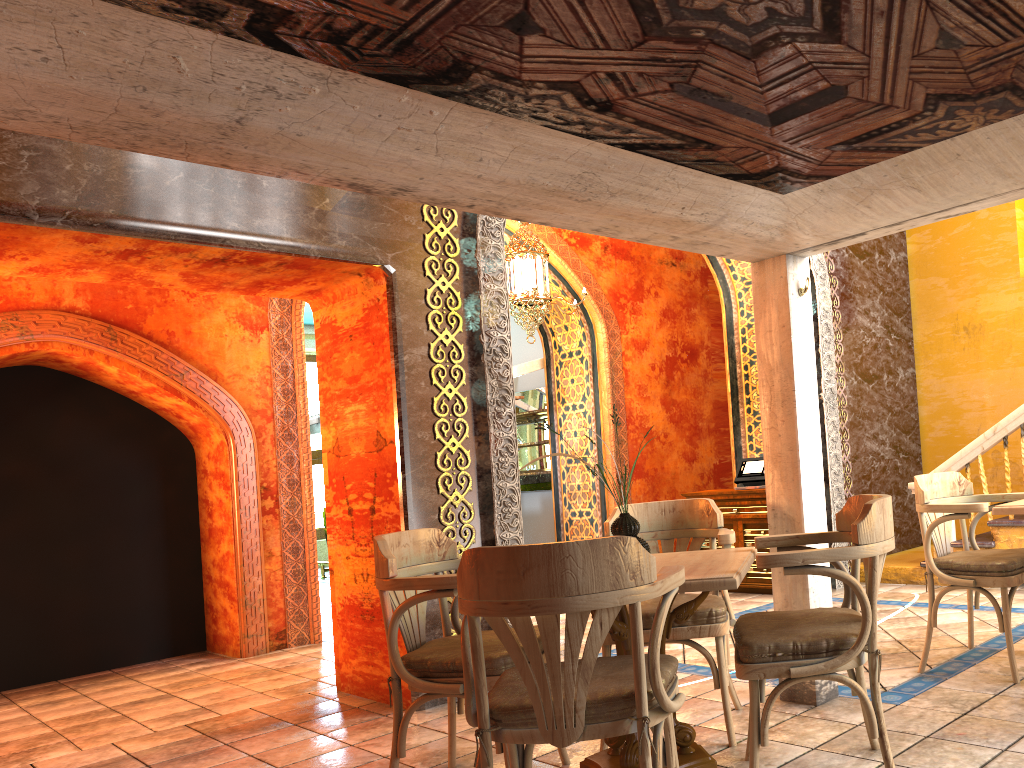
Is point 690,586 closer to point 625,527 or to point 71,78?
point 625,527

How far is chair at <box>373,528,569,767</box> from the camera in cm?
350

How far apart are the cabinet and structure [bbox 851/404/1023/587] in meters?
1.0

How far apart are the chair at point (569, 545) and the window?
14.1 meters

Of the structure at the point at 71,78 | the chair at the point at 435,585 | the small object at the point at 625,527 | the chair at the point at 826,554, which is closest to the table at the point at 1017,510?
the structure at the point at 71,78

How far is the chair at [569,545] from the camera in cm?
257

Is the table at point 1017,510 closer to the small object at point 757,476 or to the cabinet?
the cabinet

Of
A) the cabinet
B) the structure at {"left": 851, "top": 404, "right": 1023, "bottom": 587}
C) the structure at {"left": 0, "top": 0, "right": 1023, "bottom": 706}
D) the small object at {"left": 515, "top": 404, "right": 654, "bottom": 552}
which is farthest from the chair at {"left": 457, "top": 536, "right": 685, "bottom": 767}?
the cabinet

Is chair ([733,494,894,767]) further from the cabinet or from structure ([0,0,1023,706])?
the cabinet

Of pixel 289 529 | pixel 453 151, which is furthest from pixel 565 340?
pixel 453 151
